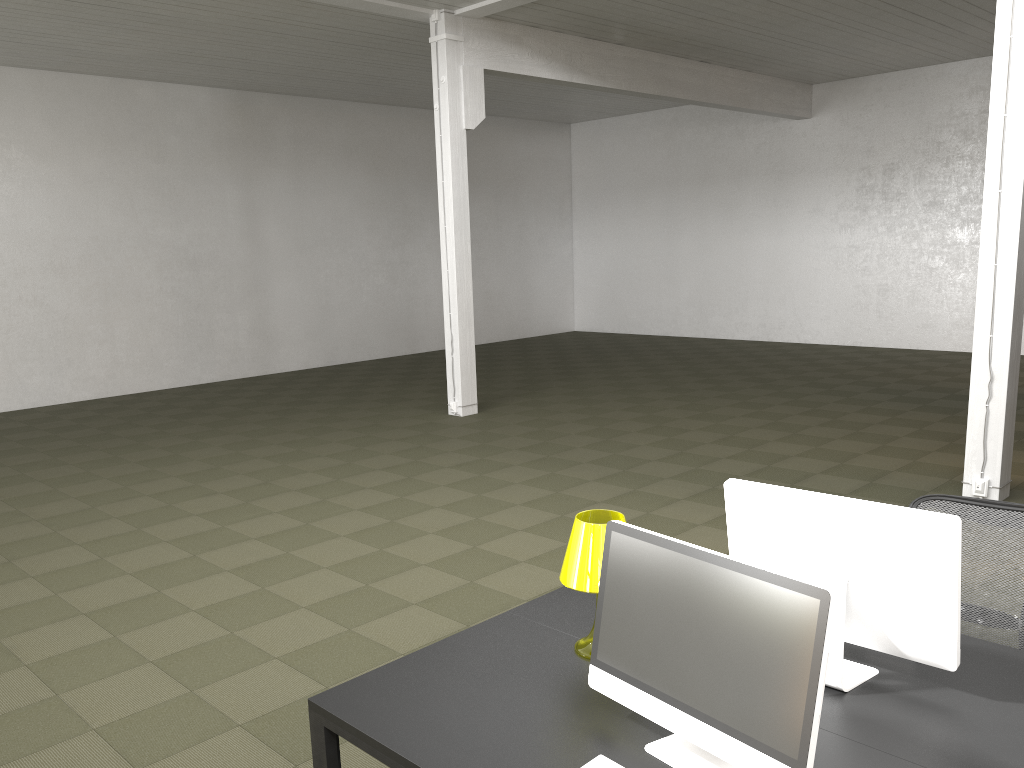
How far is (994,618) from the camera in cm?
320

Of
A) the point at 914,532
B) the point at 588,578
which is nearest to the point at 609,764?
the point at 588,578

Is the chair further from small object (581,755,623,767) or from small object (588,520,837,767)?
small object (581,755,623,767)

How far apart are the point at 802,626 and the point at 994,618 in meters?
1.8

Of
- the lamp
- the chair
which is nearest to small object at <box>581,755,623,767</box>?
the lamp

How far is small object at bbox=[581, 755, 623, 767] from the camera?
2.08m

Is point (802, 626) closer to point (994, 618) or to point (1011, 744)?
point (1011, 744)

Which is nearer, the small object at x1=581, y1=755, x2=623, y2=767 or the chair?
the small object at x1=581, y1=755, x2=623, y2=767

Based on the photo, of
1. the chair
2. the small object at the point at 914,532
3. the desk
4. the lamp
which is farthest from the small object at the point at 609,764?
the chair

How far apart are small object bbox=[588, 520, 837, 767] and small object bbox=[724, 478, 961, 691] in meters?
0.5
